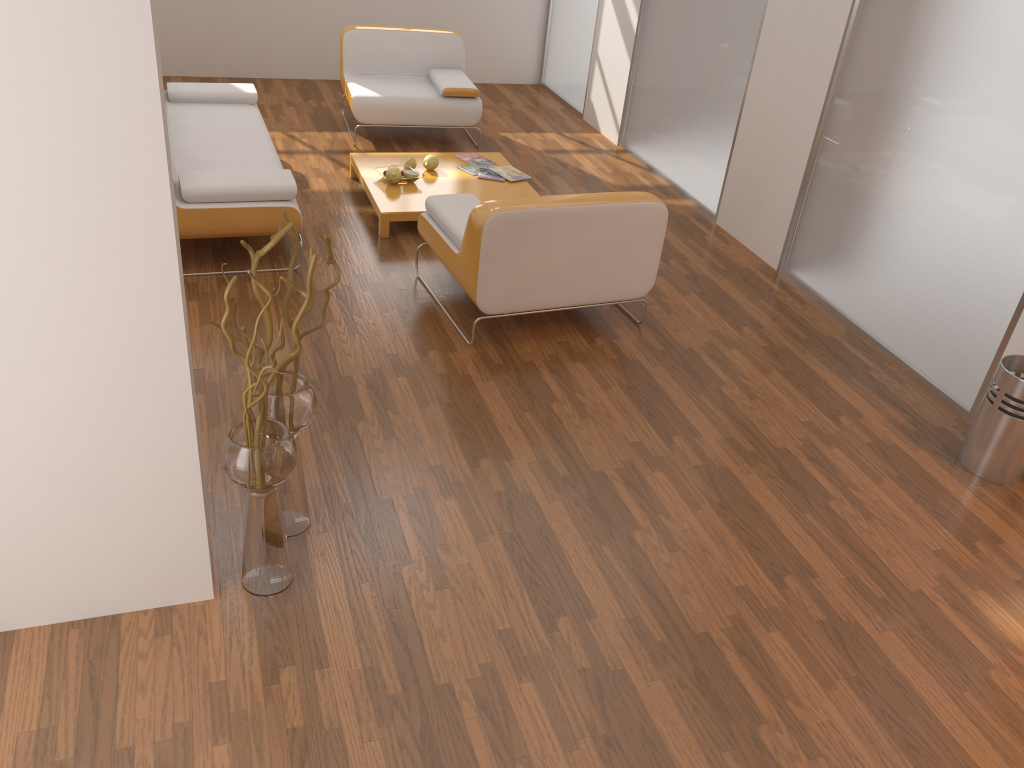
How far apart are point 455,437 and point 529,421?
0.3m

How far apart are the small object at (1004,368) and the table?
2.8m

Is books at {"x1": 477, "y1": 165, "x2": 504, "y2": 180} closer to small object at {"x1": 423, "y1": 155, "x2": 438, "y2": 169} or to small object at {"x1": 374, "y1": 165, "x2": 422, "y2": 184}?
small object at {"x1": 423, "y1": 155, "x2": 438, "y2": 169}

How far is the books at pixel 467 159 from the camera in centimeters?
571cm

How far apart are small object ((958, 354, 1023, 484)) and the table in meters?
2.8

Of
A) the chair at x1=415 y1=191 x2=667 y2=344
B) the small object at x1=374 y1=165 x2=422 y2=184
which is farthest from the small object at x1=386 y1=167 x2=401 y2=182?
the chair at x1=415 y1=191 x2=667 y2=344

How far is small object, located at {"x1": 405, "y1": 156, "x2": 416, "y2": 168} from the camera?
5.4m

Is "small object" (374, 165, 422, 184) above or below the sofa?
below

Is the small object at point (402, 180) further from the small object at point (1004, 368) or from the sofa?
the small object at point (1004, 368)

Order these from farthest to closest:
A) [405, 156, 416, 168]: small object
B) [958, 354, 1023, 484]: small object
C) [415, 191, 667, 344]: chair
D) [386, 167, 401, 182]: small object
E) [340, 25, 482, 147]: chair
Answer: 1. [340, 25, 482, 147]: chair
2. [405, 156, 416, 168]: small object
3. [386, 167, 401, 182]: small object
4. [415, 191, 667, 344]: chair
5. [958, 354, 1023, 484]: small object
